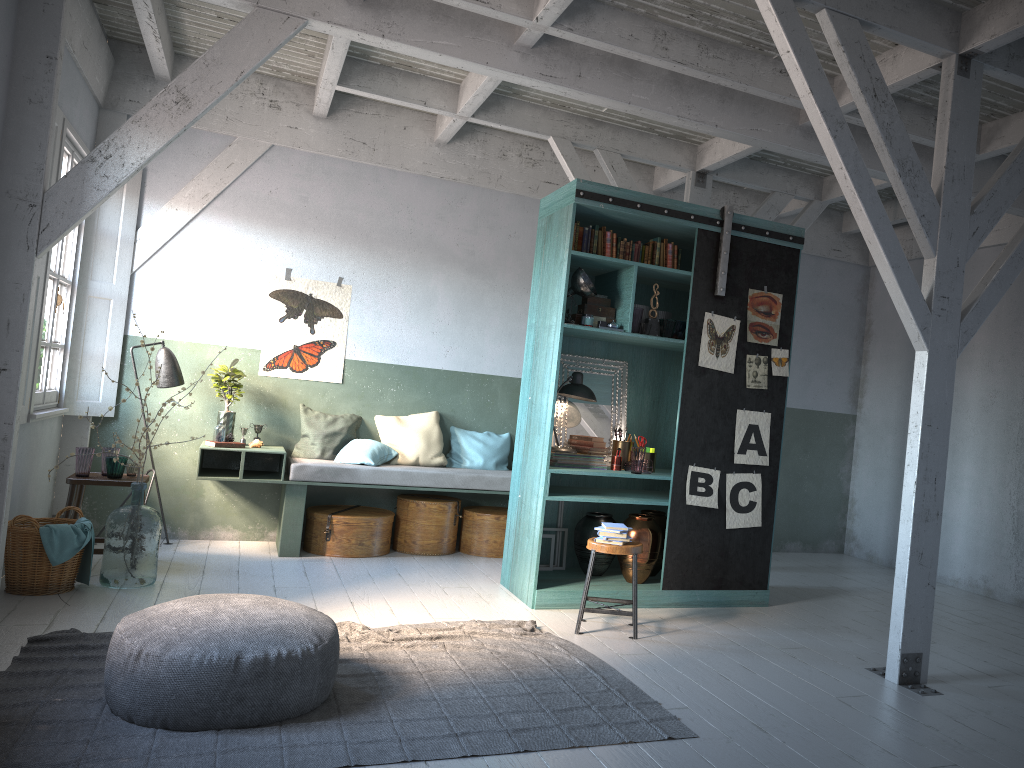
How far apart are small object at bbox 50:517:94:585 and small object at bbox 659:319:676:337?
4.7m

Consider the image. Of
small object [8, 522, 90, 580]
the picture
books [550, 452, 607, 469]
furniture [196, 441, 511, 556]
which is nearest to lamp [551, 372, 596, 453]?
books [550, 452, 607, 469]

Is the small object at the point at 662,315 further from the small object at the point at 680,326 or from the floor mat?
the floor mat

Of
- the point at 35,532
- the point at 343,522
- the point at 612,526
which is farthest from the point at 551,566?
the point at 35,532

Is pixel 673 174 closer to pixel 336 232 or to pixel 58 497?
pixel 336 232

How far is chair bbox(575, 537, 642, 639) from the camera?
6.1m

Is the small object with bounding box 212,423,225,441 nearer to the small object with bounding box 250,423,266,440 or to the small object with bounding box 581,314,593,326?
the small object with bounding box 250,423,266,440

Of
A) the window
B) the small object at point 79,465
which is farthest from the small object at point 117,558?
the window

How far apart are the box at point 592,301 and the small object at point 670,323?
0.48m

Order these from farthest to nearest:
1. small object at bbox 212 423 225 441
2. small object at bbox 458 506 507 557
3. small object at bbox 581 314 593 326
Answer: small object at bbox 458 506 507 557 → small object at bbox 212 423 225 441 → small object at bbox 581 314 593 326
